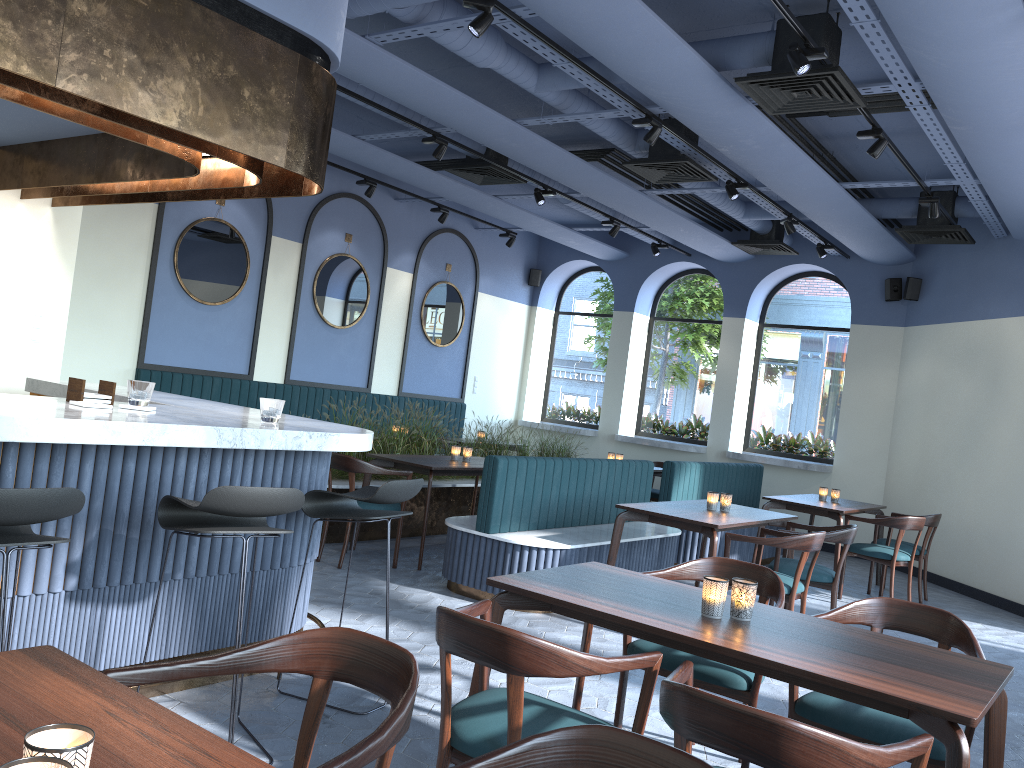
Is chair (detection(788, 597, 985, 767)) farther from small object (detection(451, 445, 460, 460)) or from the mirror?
the mirror

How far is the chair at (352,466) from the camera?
6.2 meters

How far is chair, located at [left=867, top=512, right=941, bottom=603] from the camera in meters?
7.7

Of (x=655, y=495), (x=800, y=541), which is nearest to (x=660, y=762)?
(x=800, y=541)

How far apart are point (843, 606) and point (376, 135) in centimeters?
604cm

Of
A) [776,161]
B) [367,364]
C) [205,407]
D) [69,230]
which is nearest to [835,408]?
[776,161]

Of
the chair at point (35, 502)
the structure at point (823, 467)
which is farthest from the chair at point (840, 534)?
the structure at point (823, 467)

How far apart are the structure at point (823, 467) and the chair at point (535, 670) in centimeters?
830cm

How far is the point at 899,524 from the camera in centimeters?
716cm

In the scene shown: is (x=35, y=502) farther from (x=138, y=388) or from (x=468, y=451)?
(x=468, y=451)
